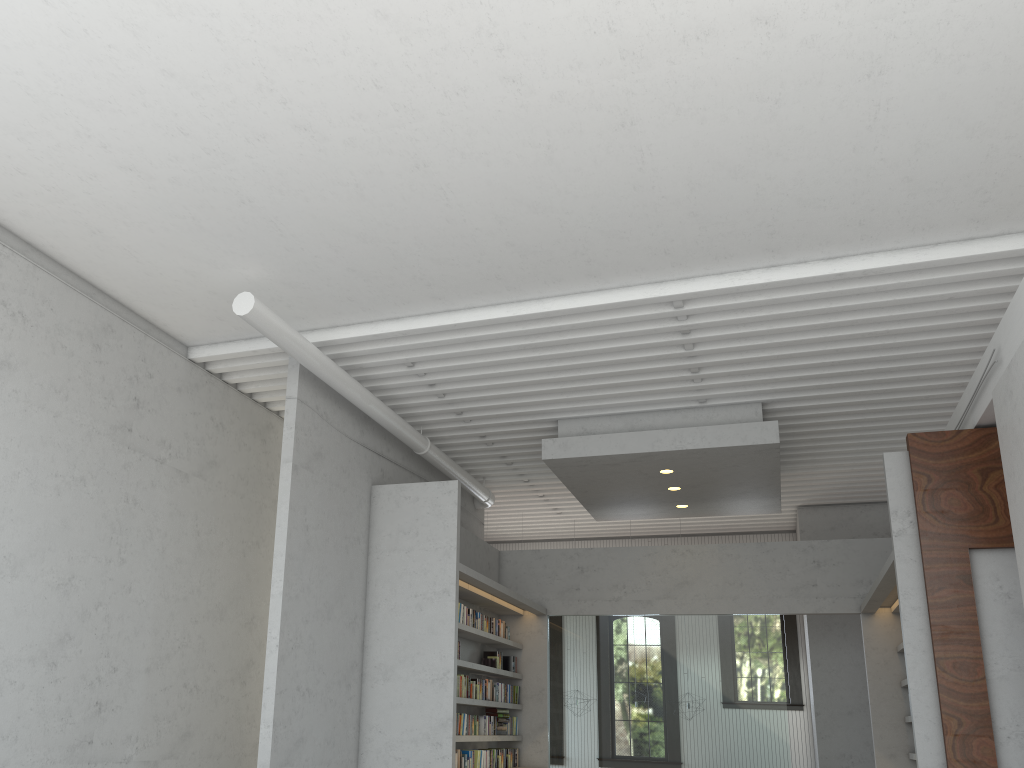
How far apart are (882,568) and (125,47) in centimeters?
703cm

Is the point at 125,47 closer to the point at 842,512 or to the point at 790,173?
the point at 790,173
